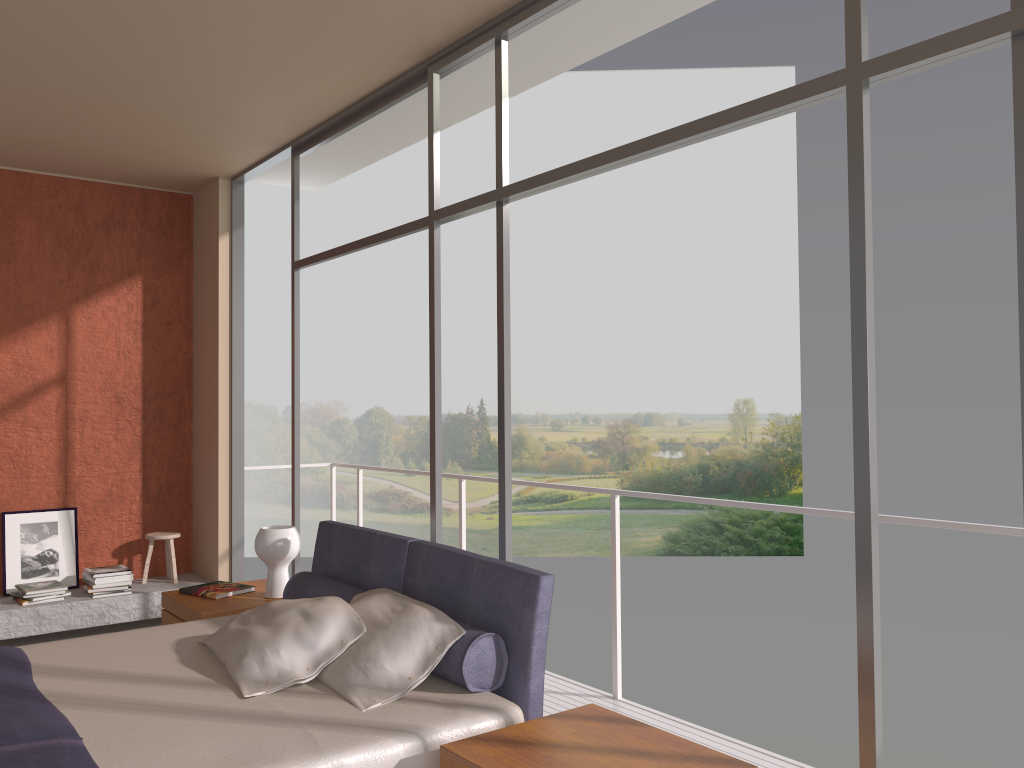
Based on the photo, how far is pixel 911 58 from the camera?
2.3m

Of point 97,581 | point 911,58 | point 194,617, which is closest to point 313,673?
point 194,617

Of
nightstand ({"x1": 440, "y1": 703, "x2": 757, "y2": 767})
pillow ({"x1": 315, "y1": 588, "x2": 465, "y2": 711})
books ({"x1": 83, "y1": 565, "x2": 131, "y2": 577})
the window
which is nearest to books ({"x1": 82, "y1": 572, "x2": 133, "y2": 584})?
books ({"x1": 83, "y1": 565, "x2": 131, "y2": 577})

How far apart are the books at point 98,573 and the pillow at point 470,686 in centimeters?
255cm

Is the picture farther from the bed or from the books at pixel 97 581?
the bed

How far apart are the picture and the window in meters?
1.8

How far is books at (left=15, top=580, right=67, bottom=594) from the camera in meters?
5.6

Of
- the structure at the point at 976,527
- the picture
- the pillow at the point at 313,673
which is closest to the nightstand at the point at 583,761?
the pillow at the point at 313,673

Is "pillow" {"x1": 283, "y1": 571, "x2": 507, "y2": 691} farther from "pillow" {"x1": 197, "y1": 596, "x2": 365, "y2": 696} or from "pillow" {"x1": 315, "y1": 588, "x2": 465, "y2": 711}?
"pillow" {"x1": 197, "y1": 596, "x2": 365, "y2": 696}

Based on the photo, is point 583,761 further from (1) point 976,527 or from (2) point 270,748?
(1) point 976,527
